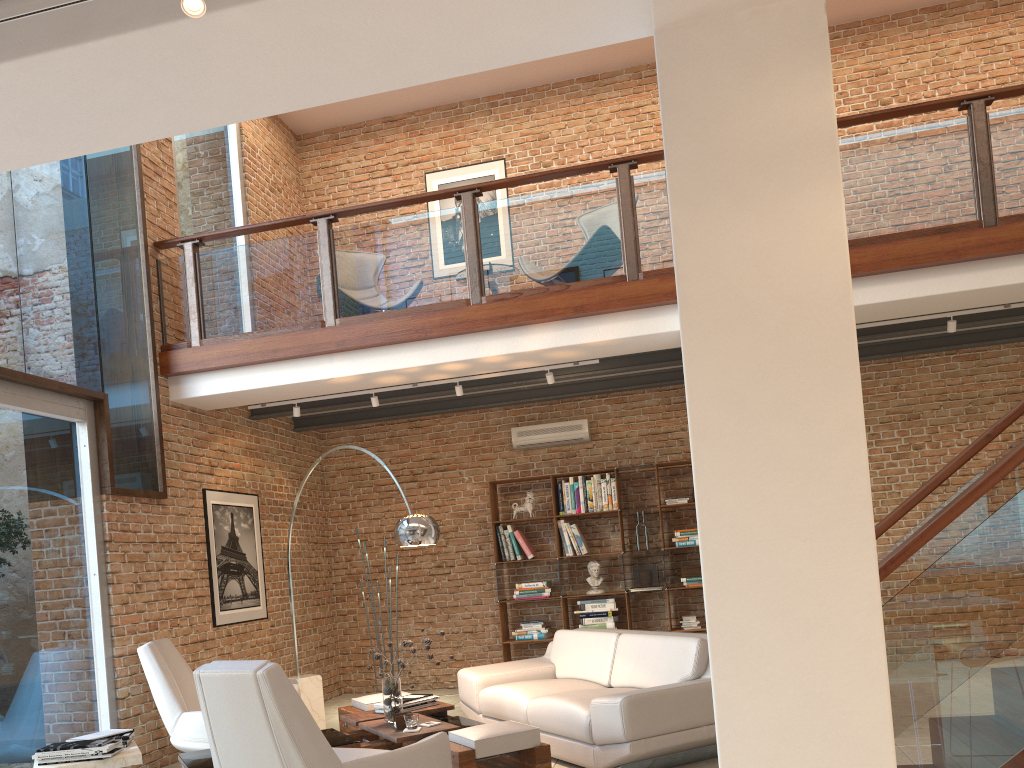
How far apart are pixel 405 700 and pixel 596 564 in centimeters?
348cm

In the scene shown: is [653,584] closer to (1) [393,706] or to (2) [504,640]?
(2) [504,640]

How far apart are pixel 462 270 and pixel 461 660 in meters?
→ 4.4

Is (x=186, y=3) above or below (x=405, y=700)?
above

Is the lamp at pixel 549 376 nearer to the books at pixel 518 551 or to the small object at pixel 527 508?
the small object at pixel 527 508

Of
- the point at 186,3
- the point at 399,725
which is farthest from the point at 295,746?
the point at 186,3

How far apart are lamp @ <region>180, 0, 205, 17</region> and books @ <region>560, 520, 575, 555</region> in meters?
7.1 m

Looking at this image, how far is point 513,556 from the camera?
8.90m

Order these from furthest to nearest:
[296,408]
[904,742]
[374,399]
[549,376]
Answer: [296,408]
[374,399]
[549,376]
[904,742]

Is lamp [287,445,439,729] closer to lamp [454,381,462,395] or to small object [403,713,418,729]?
small object [403,713,418,729]
